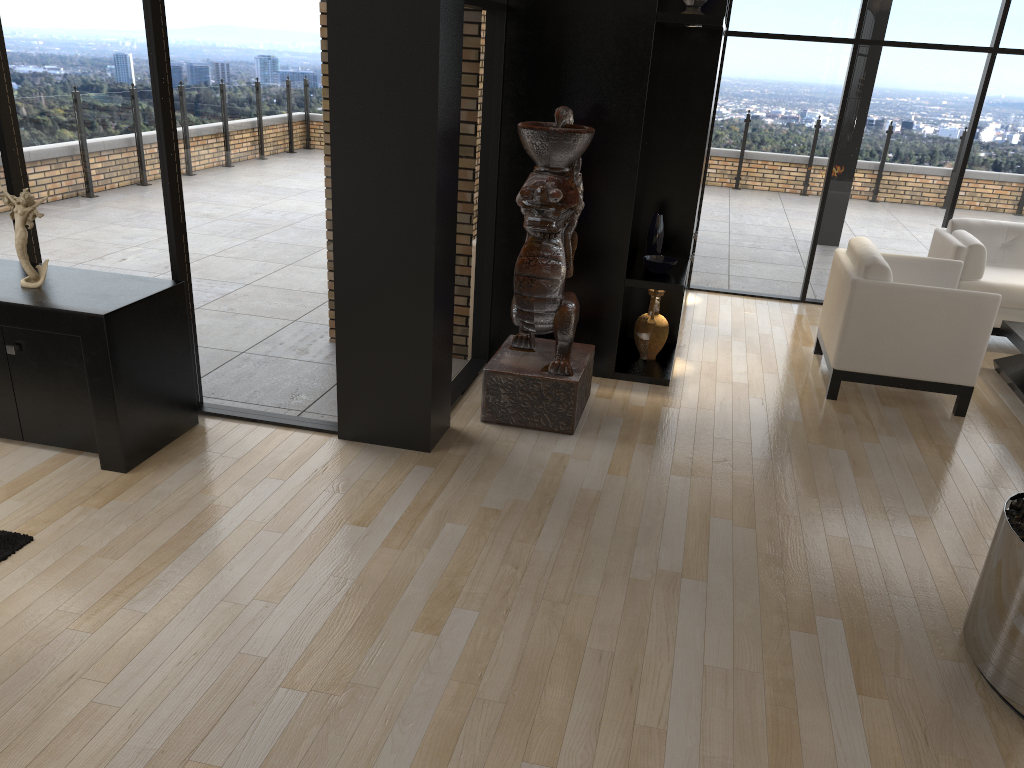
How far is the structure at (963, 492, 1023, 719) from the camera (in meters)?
2.79

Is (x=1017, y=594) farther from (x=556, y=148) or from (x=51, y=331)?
(x=51, y=331)

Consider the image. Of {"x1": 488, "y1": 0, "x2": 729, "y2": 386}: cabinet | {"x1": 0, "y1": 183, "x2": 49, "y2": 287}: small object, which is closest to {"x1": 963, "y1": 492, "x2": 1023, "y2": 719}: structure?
{"x1": 488, "y1": 0, "x2": 729, "y2": 386}: cabinet

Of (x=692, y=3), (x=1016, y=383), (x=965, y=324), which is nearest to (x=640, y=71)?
(x=692, y=3)

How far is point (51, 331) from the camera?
3.80m

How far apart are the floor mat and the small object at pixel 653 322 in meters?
3.7

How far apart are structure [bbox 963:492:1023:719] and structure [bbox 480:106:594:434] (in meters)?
2.09

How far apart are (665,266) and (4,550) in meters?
3.8 m

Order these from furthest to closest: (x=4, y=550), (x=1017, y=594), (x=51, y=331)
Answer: (x=51, y=331) → (x=4, y=550) → (x=1017, y=594)

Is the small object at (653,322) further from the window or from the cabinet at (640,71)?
the window
